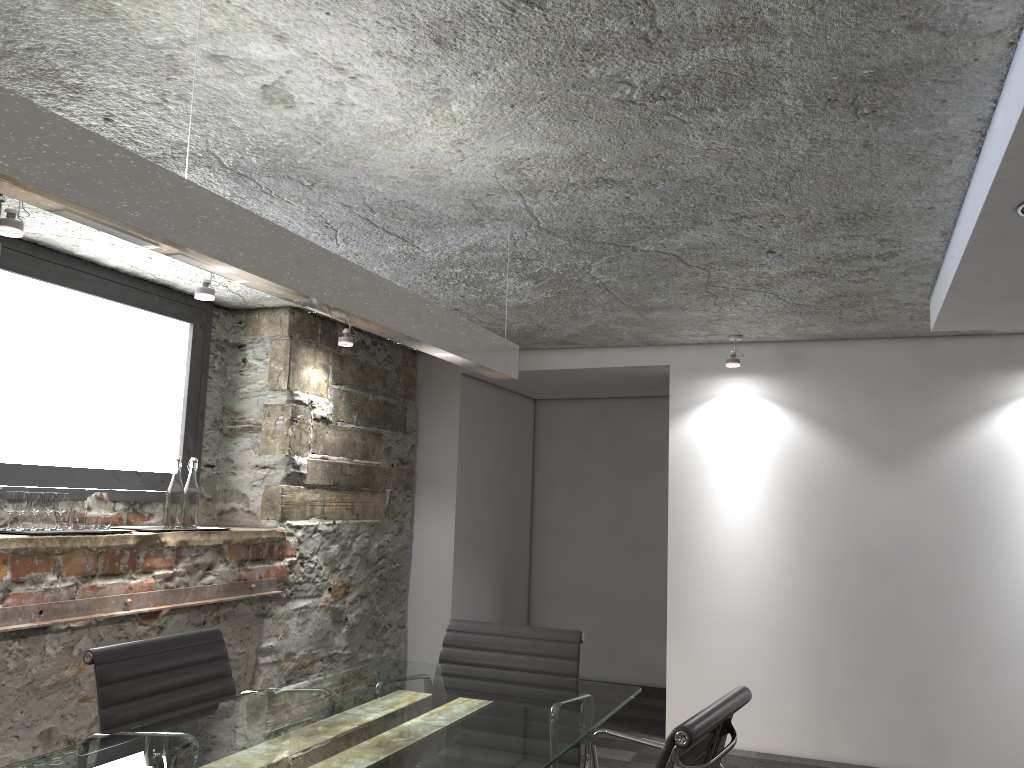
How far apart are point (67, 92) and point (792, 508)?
3.9 meters

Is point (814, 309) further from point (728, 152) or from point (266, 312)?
point (266, 312)

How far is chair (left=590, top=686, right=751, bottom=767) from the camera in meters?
1.6

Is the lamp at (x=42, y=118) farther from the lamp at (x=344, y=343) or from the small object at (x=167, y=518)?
the lamp at (x=344, y=343)

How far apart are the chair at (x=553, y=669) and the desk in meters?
0.1 m

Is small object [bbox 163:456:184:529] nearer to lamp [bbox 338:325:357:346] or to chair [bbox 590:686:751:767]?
lamp [bbox 338:325:357:346]

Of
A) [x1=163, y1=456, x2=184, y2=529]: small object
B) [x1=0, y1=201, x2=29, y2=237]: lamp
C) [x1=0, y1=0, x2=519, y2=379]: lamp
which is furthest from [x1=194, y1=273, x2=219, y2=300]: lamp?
[x1=0, y1=0, x2=519, y2=379]: lamp

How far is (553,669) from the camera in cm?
277

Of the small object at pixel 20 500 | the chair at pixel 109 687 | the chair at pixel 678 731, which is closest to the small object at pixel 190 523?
the small object at pixel 20 500

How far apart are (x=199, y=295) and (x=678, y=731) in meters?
2.6
